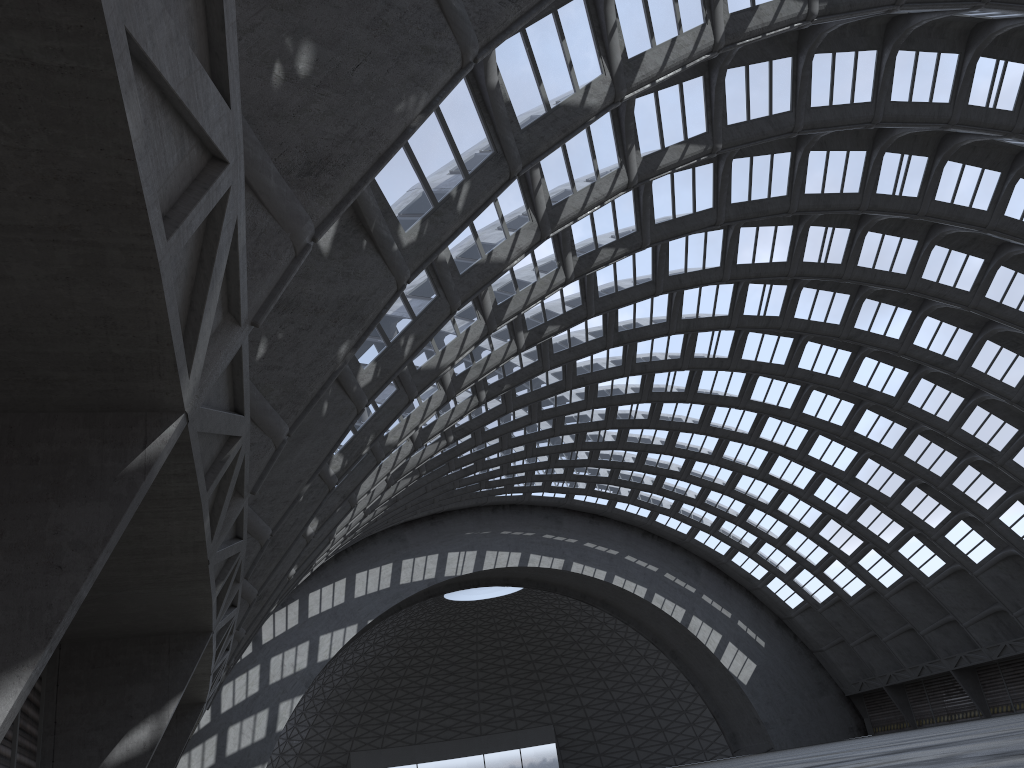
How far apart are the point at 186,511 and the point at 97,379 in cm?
284

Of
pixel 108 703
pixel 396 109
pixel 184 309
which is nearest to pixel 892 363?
pixel 108 703
